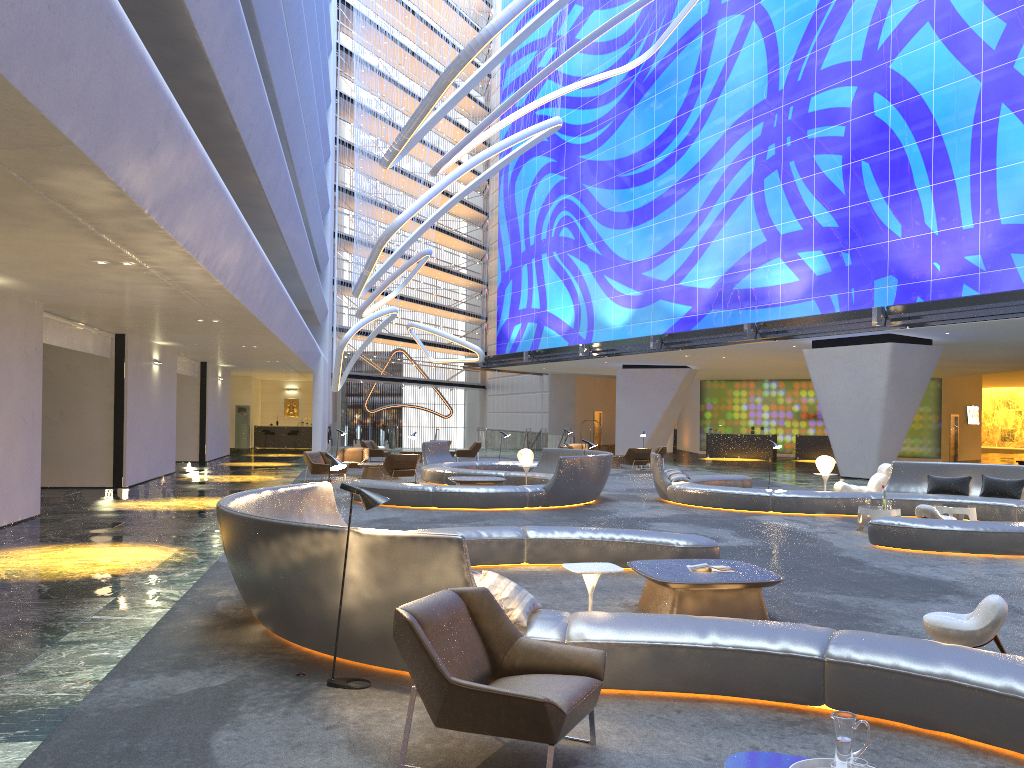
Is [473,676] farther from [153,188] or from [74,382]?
[74,382]

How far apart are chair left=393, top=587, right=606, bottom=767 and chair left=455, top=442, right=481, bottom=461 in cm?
2710

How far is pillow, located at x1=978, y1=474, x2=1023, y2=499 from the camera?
15.26m

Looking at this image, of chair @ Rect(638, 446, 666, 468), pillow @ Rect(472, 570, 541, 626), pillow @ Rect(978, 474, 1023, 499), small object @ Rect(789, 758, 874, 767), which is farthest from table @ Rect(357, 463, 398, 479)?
small object @ Rect(789, 758, 874, 767)

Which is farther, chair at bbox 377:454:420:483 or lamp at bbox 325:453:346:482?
chair at bbox 377:454:420:483

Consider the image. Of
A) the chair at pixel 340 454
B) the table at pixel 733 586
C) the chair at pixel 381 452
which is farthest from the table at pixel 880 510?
the chair at pixel 381 452

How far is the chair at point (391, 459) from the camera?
21.4 meters

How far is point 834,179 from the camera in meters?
26.9 m

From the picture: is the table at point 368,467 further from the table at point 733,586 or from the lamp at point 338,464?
the table at point 733,586

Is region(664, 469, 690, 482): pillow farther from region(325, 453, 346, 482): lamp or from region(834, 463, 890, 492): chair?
region(325, 453, 346, 482): lamp
